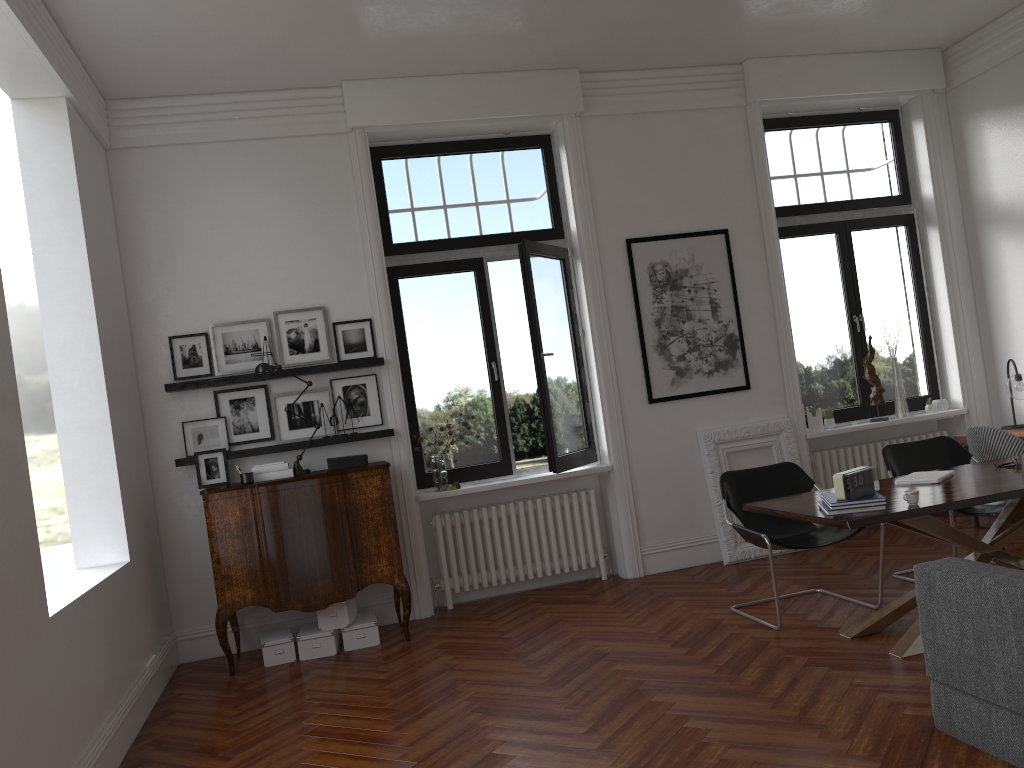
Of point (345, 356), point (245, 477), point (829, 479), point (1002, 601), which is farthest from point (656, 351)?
point (1002, 601)

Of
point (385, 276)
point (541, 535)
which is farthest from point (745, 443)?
point (385, 276)

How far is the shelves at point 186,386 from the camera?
6.1m

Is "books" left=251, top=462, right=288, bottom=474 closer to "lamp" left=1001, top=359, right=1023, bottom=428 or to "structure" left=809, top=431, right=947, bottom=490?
"structure" left=809, top=431, right=947, bottom=490

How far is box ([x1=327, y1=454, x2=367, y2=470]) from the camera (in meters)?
6.14

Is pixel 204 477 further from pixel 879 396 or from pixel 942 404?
pixel 942 404

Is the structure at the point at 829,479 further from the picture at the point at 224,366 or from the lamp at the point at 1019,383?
the picture at the point at 224,366

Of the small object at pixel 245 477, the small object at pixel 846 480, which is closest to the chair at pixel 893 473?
the small object at pixel 846 480

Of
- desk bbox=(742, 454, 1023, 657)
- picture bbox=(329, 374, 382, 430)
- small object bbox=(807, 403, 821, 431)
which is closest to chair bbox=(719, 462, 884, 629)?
desk bbox=(742, 454, 1023, 657)

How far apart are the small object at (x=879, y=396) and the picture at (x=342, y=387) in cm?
417
